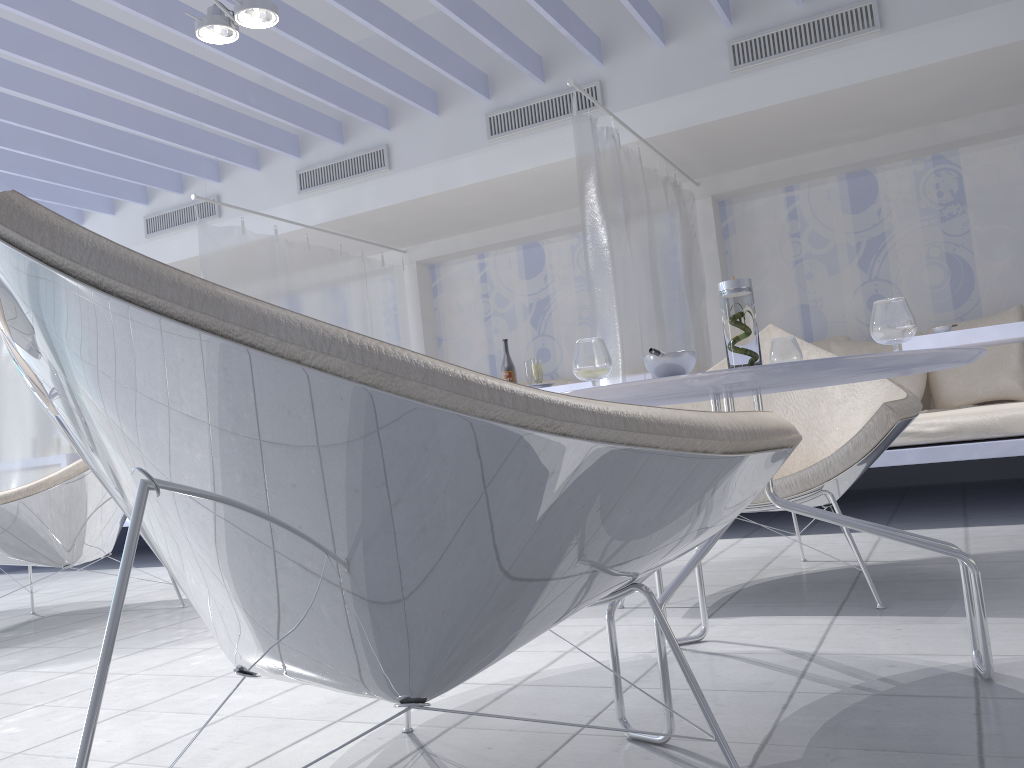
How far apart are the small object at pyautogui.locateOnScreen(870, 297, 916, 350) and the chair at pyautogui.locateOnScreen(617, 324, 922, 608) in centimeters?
68cm

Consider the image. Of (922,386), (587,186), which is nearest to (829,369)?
(587,186)

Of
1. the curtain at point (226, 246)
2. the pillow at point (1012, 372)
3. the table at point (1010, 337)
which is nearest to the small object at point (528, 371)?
the curtain at point (226, 246)

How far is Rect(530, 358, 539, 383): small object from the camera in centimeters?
490cm

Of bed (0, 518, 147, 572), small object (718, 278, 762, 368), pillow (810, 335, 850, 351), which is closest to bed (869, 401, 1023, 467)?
pillow (810, 335, 850, 351)

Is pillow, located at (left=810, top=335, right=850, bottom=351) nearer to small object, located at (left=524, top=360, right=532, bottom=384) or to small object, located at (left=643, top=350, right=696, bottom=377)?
small object, located at (left=524, top=360, right=532, bottom=384)

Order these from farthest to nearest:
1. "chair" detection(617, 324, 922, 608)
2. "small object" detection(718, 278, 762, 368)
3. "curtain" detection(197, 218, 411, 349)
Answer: "curtain" detection(197, 218, 411, 349)
"chair" detection(617, 324, 922, 608)
"small object" detection(718, 278, 762, 368)

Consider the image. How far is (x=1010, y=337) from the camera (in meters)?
3.73

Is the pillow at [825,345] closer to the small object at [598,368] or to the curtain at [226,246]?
the curtain at [226,246]

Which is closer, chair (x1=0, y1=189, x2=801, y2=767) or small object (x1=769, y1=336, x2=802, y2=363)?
chair (x1=0, y1=189, x2=801, y2=767)
